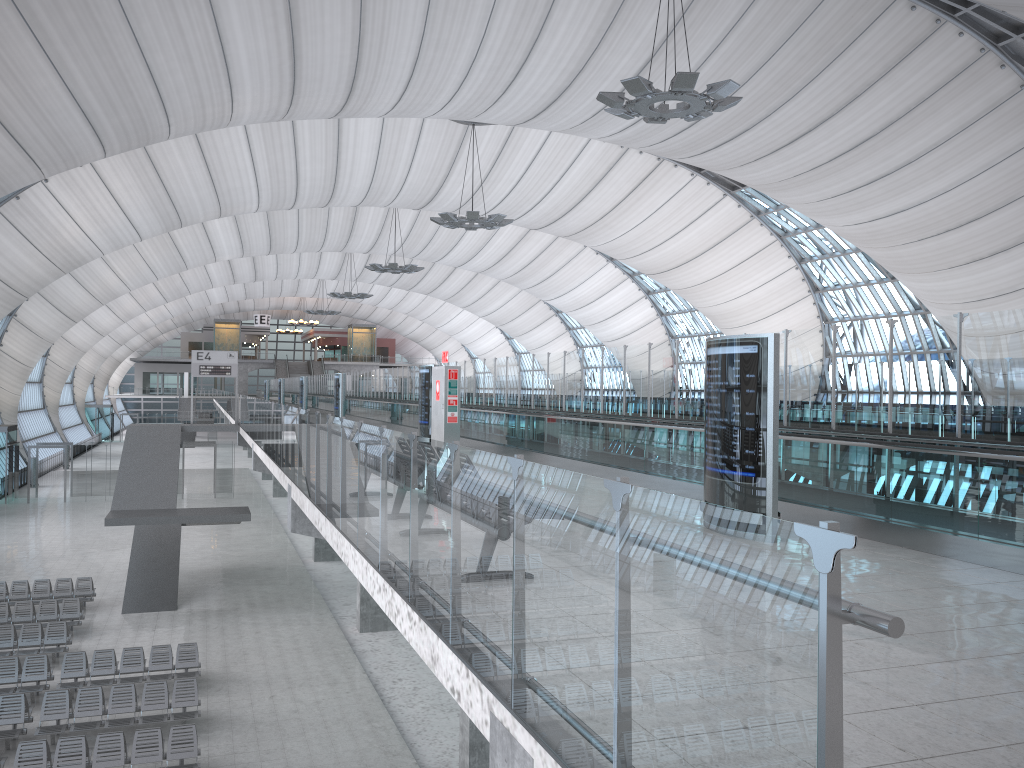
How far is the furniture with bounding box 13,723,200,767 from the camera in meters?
13.5

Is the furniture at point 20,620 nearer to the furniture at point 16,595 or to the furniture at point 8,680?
the furniture at point 16,595

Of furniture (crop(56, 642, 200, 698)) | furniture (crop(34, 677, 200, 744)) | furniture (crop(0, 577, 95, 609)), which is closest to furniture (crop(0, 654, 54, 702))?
furniture (crop(56, 642, 200, 698))

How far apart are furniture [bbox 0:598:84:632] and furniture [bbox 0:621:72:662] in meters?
1.2

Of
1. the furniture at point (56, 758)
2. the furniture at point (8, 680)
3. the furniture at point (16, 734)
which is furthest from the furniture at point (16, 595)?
the furniture at point (56, 758)

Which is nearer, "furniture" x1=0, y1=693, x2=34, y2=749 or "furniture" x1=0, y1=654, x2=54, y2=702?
"furniture" x1=0, y1=693, x2=34, y2=749

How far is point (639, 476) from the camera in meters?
12.5

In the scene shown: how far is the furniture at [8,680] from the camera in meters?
17.4

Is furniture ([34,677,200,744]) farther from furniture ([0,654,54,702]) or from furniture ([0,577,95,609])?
furniture ([0,577,95,609])

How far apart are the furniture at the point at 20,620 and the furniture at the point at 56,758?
8.51m
